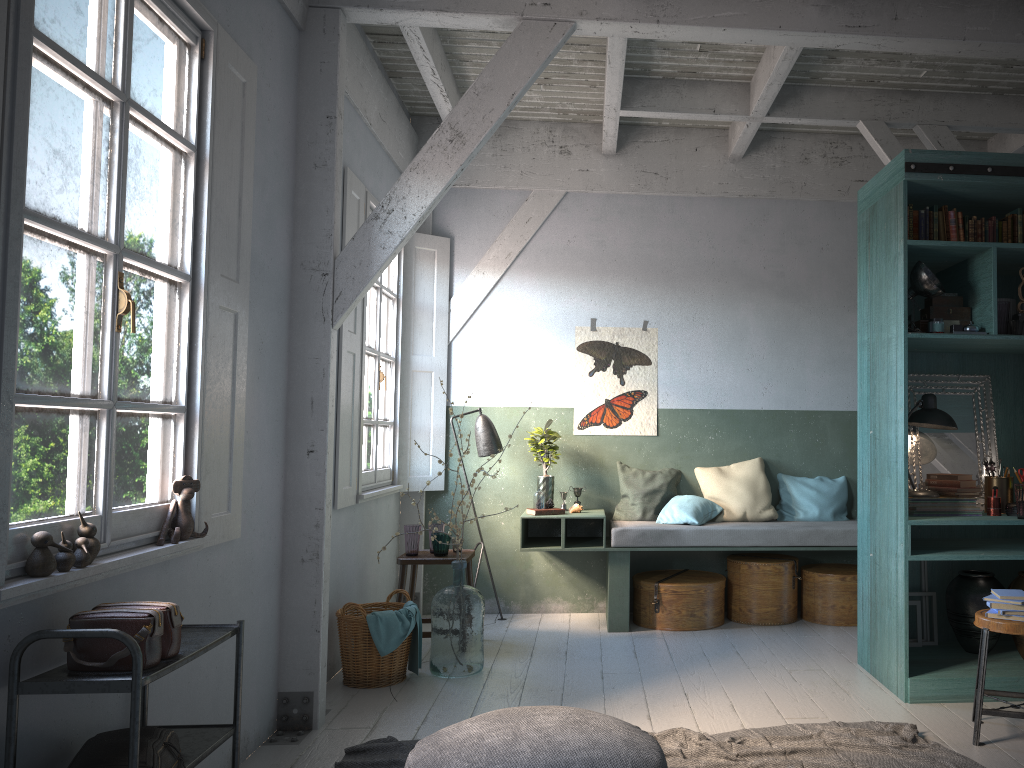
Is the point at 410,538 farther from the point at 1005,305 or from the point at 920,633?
the point at 1005,305

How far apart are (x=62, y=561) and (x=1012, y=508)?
5.00m

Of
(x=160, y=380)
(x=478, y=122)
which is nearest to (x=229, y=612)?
(x=160, y=380)

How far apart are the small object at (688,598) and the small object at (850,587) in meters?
0.7

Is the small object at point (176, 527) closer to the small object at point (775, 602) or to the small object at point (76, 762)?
the small object at point (76, 762)

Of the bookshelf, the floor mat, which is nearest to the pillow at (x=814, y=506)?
the bookshelf

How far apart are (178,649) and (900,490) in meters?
3.9 m

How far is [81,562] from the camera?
2.9 meters

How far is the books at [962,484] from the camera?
5.3m

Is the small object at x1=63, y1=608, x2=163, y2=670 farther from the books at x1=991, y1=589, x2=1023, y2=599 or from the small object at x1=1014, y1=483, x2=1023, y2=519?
the small object at x1=1014, y1=483, x2=1023, y2=519
